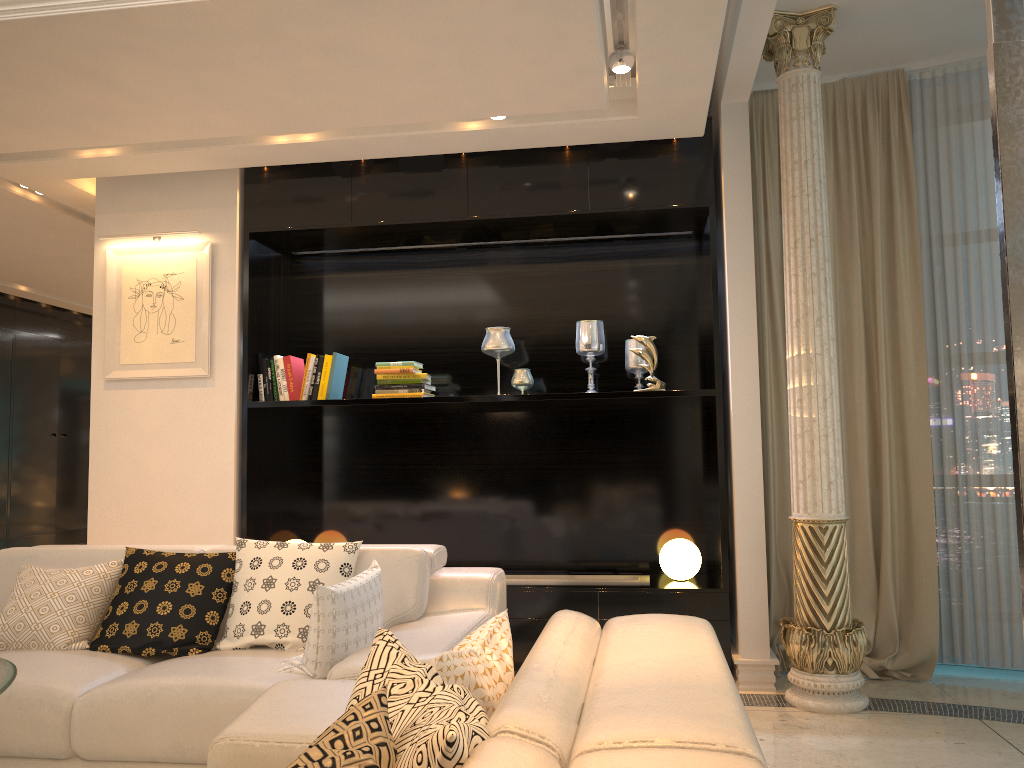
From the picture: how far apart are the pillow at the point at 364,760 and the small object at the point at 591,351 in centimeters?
364cm

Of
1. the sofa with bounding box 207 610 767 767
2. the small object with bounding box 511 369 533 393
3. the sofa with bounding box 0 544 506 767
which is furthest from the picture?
the sofa with bounding box 207 610 767 767

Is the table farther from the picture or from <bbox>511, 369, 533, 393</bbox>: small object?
<bbox>511, 369, 533, 393</bbox>: small object

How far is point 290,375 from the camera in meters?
4.8 m

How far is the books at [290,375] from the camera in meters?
4.8 m

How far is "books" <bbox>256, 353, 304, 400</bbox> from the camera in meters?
4.8 m

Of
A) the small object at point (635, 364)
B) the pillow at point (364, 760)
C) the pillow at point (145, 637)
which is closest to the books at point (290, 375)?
the pillow at point (145, 637)

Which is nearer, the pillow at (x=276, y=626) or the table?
the table

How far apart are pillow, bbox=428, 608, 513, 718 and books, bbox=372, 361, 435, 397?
2.9m

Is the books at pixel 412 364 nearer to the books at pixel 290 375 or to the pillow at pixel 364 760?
the books at pixel 290 375
